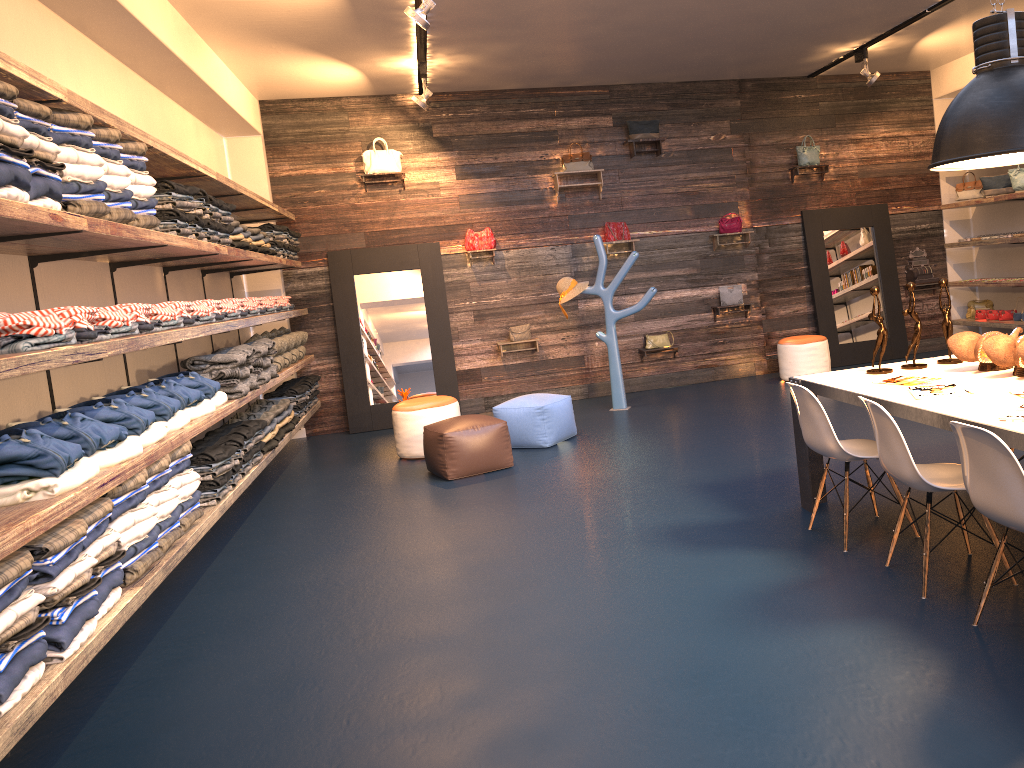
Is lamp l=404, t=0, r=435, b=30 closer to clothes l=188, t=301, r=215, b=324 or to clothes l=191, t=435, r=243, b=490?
clothes l=188, t=301, r=215, b=324

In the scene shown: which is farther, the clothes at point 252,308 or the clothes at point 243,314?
the clothes at point 252,308

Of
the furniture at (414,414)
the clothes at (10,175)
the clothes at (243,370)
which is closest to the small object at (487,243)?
the furniture at (414,414)

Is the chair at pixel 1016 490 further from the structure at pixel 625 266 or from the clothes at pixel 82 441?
the structure at pixel 625 266

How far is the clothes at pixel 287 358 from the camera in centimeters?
797cm

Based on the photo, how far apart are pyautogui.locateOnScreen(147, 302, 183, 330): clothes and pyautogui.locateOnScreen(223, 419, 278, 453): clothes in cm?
178

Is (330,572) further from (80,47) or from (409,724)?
(80,47)

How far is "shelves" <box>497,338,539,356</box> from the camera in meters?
9.8 m

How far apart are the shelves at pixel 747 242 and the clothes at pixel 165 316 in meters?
6.8

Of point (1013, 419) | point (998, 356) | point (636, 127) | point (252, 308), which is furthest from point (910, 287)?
point (636, 127)
